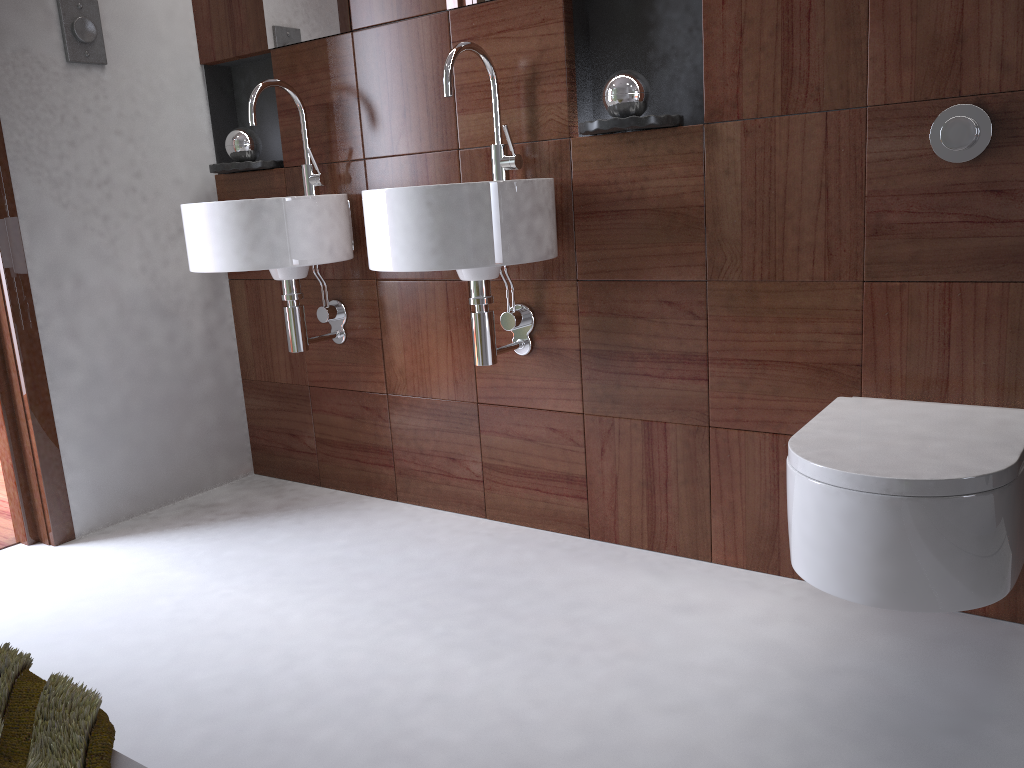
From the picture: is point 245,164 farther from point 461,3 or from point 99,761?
point 99,761

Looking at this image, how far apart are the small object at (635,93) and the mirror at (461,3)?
0.5m

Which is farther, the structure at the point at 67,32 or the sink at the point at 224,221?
the structure at the point at 67,32

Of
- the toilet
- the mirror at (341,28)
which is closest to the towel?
the toilet

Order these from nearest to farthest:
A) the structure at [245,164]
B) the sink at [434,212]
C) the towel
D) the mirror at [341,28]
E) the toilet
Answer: the towel < the toilet < the sink at [434,212] < the mirror at [341,28] < the structure at [245,164]

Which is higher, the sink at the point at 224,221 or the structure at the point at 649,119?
the structure at the point at 649,119

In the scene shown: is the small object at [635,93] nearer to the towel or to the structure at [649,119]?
the structure at [649,119]

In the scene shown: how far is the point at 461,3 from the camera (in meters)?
2.06

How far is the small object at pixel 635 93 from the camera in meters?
1.8 m

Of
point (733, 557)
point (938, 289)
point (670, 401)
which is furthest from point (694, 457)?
point (938, 289)
